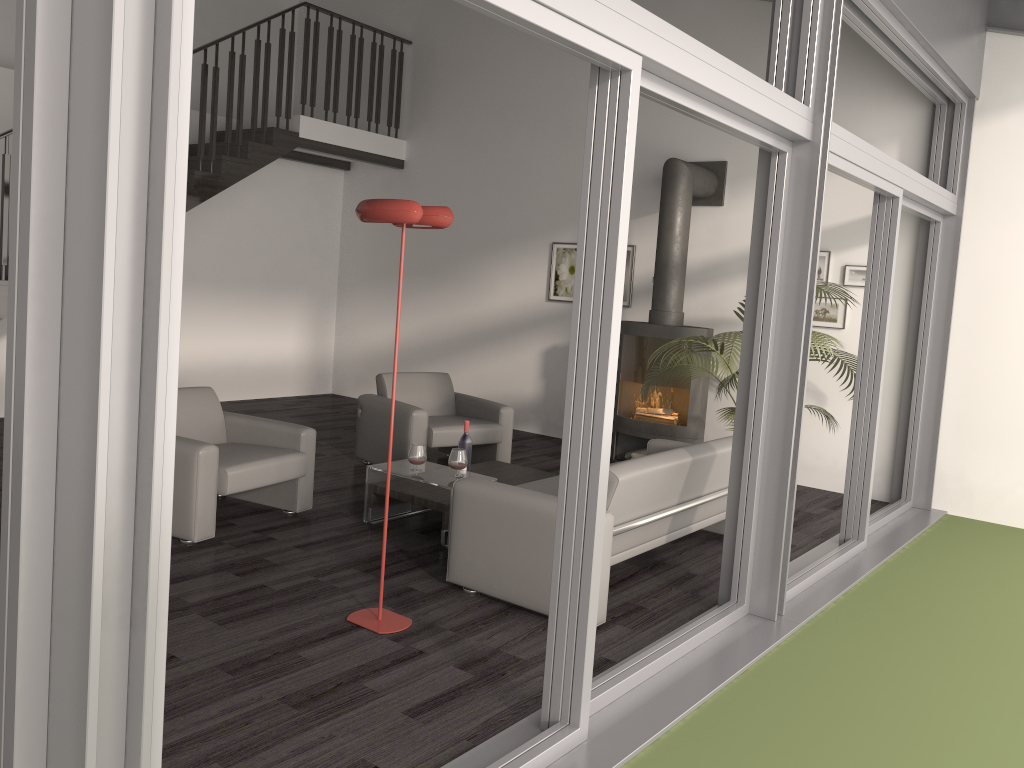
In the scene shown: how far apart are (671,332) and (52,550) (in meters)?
6.11

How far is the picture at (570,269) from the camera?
8.6 meters

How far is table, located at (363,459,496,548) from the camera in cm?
507

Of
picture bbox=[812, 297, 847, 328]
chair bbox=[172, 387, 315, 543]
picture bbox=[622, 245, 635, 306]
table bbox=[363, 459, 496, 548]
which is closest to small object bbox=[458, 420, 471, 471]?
table bbox=[363, 459, 496, 548]

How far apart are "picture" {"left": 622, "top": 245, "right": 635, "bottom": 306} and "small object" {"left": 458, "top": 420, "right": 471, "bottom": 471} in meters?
3.2 m

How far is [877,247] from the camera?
5.3m

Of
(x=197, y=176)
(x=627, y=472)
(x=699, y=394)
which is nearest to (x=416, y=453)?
(x=627, y=472)

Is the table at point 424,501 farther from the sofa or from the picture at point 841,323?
the picture at point 841,323

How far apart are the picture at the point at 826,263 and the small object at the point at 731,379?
0.53m

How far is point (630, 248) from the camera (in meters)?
8.20
